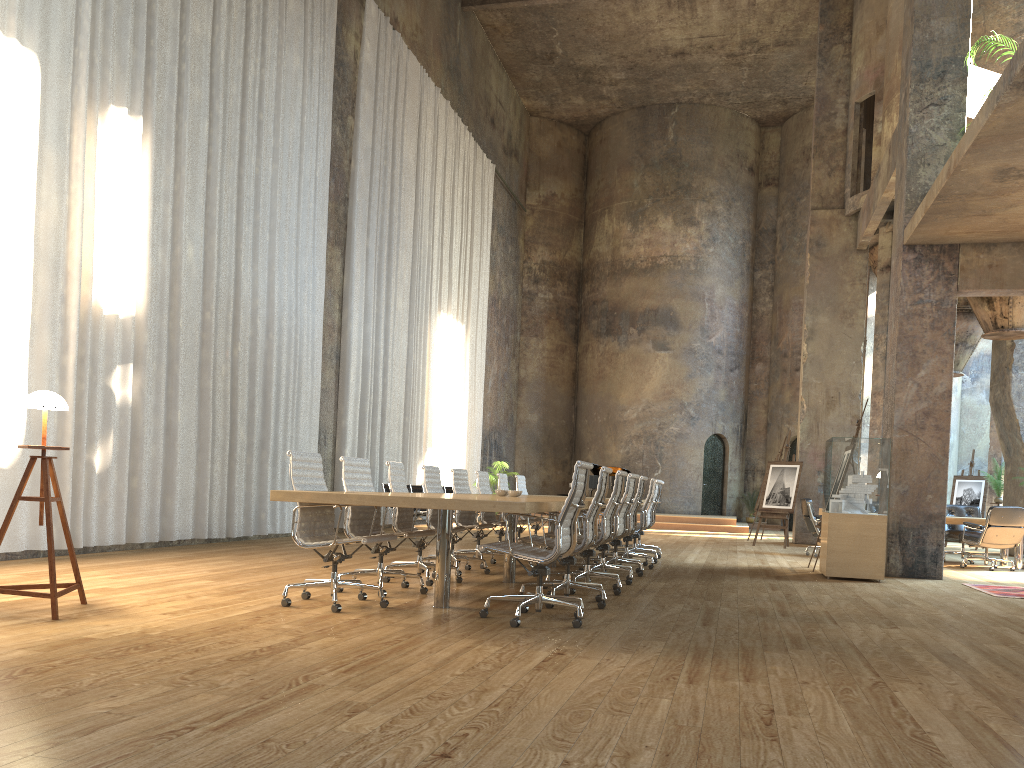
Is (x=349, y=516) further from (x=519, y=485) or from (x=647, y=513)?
(x=519, y=485)

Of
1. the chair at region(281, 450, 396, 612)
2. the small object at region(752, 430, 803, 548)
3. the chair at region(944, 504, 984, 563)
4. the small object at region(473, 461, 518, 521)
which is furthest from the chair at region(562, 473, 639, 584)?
the small object at region(473, 461, 518, 521)

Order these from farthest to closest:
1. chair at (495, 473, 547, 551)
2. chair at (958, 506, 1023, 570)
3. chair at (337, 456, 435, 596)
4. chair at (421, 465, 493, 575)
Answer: chair at (958, 506, 1023, 570) → chair at (495, 473, 547, 551) → chair at (421, 465, 493, 575) → chair at (337, 456, 435, 596)

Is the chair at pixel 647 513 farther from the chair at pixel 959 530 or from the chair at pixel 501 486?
the chair at pixel 959 530

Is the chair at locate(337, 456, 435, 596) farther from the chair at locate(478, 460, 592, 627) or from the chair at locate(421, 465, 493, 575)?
the chair at locate(421, 465, 493, 575)

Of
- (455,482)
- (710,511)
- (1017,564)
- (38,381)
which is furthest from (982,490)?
(38,381)

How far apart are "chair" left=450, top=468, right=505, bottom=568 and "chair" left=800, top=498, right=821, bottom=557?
6.04m

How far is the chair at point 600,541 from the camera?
7.02m

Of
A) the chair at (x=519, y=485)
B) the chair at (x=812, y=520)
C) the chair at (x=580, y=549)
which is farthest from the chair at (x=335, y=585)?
the chair at (x=812, y=520)

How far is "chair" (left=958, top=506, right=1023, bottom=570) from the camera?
11.72m
